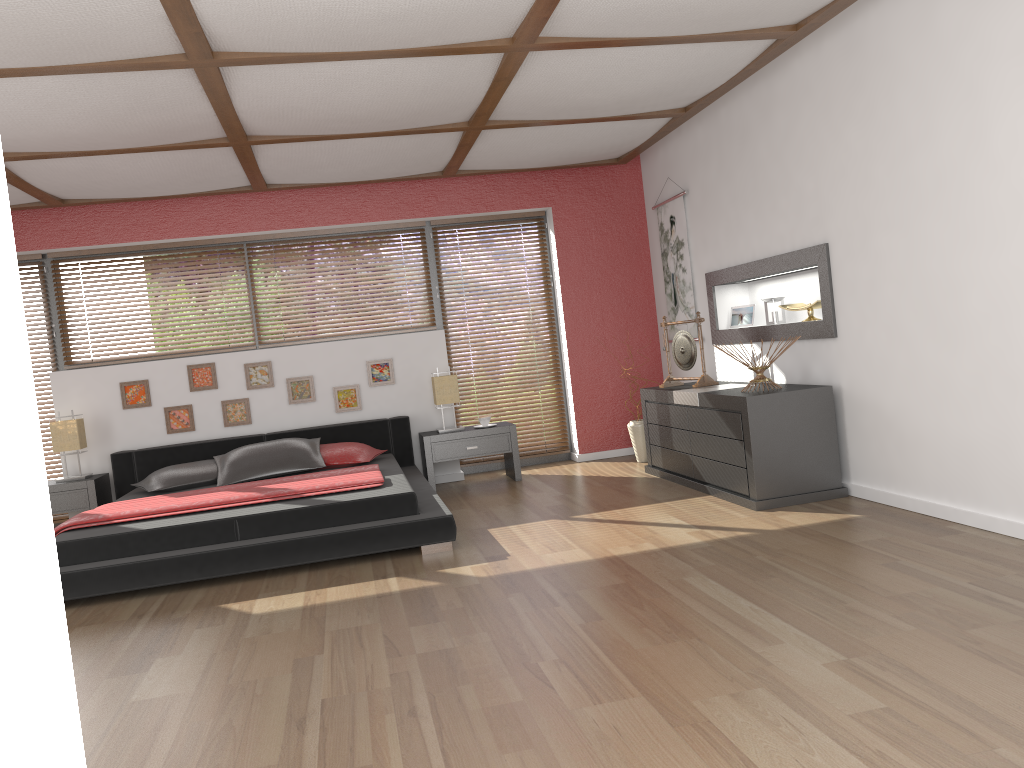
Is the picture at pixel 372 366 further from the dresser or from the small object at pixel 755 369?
the small object at pixel 755 369

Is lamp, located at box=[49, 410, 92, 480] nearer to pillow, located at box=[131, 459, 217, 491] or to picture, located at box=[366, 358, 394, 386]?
pillow, located at box=[131, 459, 217, 491]

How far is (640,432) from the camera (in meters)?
6.82

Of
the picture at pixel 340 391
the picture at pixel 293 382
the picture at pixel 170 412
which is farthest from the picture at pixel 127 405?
the picture at pixel 340 391

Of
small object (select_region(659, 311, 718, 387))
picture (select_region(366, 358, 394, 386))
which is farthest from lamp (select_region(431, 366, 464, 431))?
small object (select_region(659, 311, 718, 387))

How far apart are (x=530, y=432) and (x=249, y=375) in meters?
2.3

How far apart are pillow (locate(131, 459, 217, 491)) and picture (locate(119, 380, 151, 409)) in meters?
0.8 m

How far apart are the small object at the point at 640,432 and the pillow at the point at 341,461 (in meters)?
1.95

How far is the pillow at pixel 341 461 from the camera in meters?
6.1 m

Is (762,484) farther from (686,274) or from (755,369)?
(686,274)
